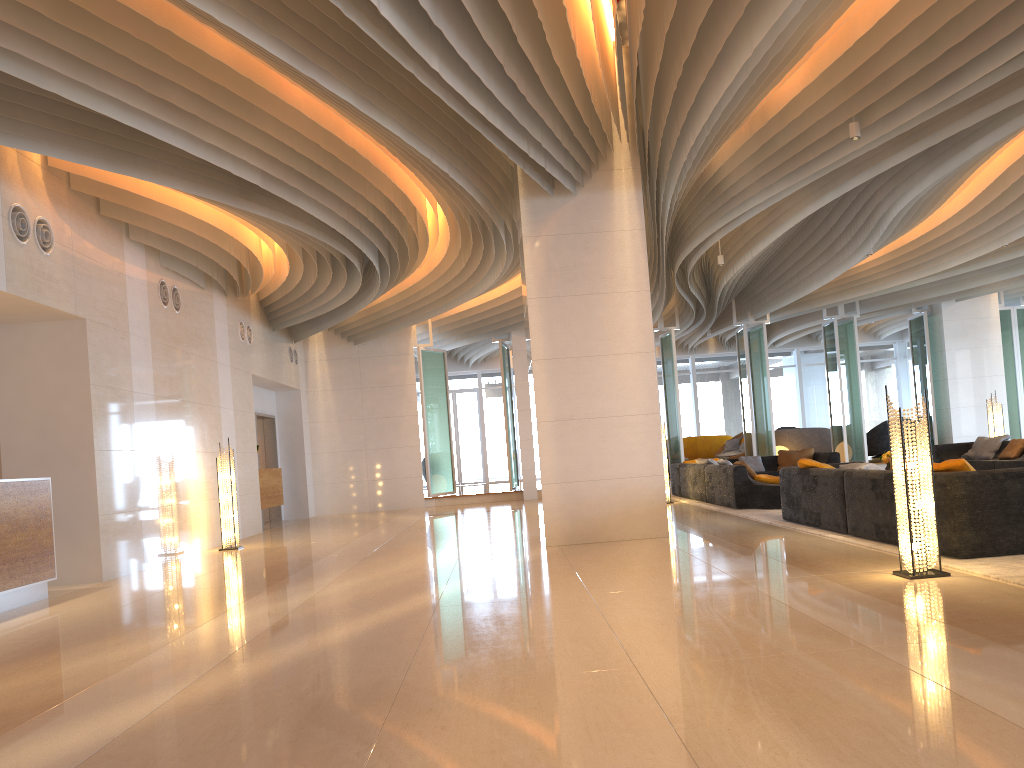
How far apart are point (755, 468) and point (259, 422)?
9.5 meters

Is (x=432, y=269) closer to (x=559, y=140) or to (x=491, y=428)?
(x=559, y=140)

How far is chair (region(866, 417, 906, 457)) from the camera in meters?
22.2

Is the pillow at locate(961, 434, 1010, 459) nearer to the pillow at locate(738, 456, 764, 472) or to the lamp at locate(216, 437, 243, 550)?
the pillow at locate(738, 456, 764, 472)

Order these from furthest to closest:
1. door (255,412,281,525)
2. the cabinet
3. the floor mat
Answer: door (255,412,281,525), the cabinet, the floor mat

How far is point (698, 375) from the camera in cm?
2644

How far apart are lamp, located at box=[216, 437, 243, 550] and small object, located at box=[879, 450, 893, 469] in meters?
9.2 m

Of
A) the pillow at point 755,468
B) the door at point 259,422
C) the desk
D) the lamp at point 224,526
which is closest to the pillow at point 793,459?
the pillow at point 755,468

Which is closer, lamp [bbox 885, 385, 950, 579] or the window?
lamp [bbox 885, 385, 950, 579]

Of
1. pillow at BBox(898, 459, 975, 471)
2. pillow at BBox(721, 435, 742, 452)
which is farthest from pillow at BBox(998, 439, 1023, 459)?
pillow at BBox(721, 435, 742, 452)
